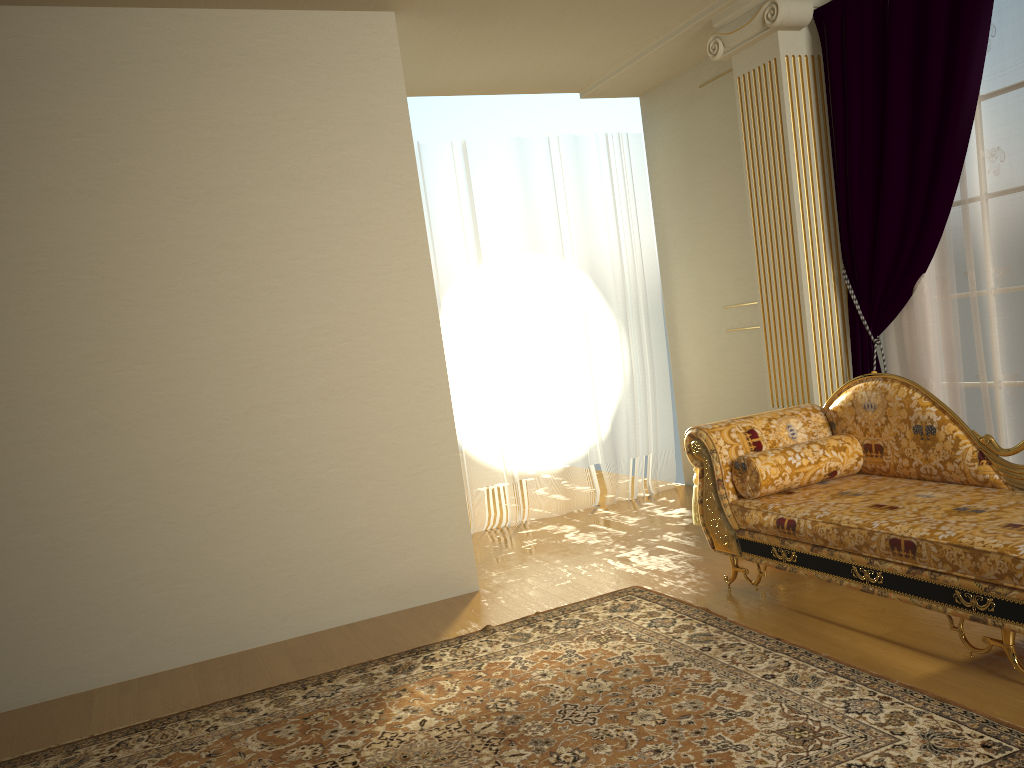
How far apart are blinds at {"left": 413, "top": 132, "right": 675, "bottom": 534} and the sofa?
2.0 meters

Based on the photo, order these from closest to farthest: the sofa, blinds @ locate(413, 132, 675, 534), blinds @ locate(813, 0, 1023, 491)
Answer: the sofa → blinds @ locate(813, 0, 1023, 491) → blinds @ locate(413, 132, 675, 534)

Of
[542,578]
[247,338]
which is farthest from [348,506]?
[542,578]

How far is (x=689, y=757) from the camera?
2.4 meters

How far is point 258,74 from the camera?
4.0m

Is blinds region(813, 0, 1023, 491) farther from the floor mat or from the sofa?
the floor mat

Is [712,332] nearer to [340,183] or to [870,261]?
[870,261]

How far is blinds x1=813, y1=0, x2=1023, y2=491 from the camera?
3.74m

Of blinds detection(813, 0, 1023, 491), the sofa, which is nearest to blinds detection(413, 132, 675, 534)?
blinds detection(813, 0, 1023, 491)

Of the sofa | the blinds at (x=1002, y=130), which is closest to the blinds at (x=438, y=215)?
the blinds at (x=1002, y=130)
